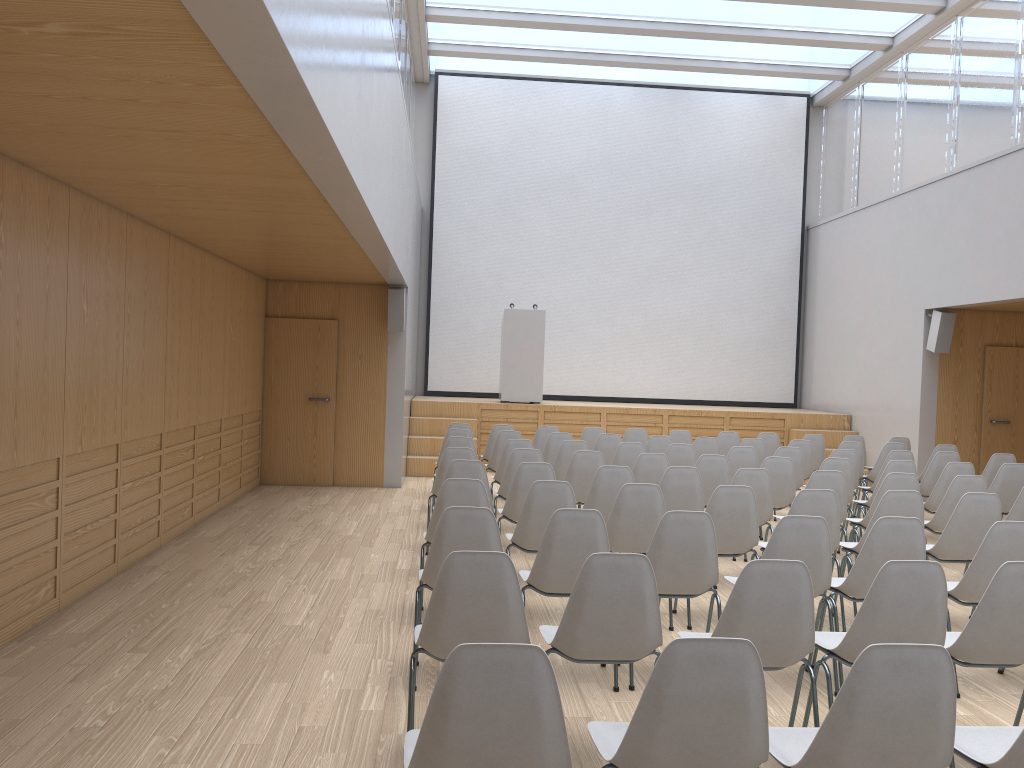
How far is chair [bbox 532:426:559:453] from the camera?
10.1 meters

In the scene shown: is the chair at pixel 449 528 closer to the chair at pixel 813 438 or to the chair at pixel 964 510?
the chair at pixel 964 510

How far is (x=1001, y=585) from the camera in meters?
3.3

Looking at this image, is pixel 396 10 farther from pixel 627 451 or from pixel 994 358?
pixel 994 358

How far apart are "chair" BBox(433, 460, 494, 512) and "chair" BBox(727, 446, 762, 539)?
3.00m

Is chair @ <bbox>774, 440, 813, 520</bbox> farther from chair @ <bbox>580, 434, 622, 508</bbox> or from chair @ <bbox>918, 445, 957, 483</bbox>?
chair @ <bbox>580, 434, 622, 508</bbox>

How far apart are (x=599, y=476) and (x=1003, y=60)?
7.8m

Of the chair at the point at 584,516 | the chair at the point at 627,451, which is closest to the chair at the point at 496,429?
the chair at the point at 627,451

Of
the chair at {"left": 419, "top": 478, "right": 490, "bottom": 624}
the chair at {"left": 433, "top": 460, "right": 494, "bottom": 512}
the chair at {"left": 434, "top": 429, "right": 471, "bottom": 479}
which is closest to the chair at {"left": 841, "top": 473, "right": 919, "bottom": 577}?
the chair at {"left": 433, "top": 460, "right": 494, "bottom": 512}

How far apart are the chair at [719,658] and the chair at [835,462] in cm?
521
